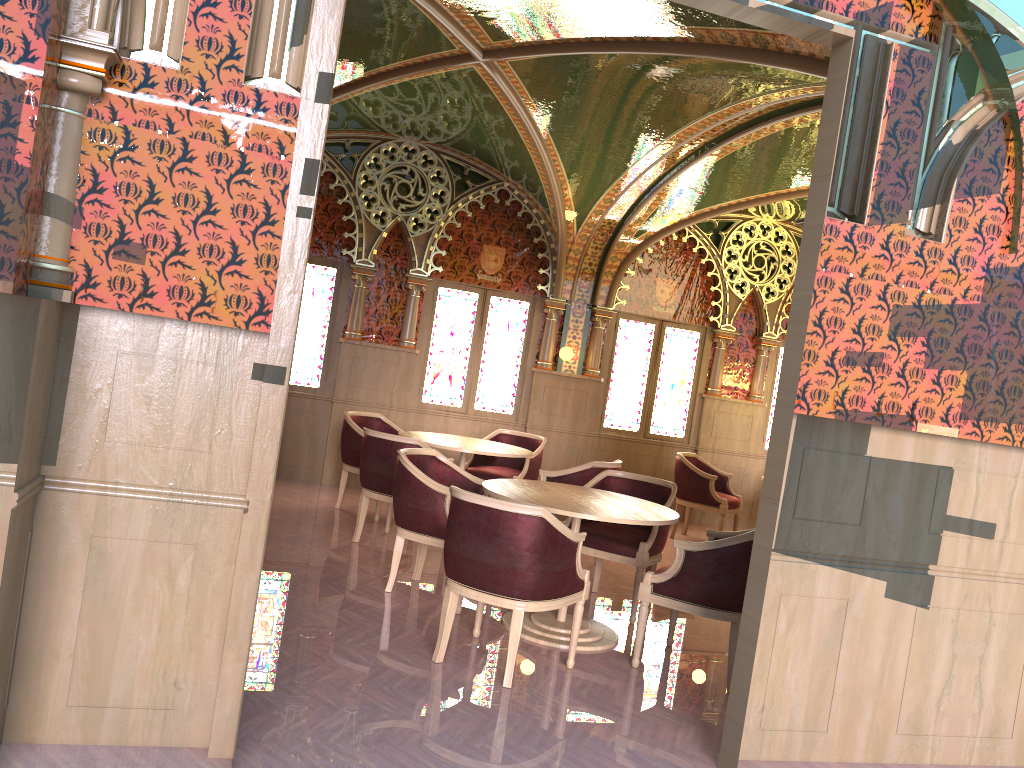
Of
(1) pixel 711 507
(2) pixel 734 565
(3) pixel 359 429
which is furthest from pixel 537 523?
(1) pixel 711 507

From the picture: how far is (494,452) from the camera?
7.0 meters

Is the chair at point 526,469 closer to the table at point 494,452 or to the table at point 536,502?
the table at point 494,452

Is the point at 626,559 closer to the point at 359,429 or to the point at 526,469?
the point at 526,469

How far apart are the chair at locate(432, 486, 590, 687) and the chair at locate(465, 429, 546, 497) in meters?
3.2 m

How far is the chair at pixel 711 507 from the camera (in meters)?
8.66

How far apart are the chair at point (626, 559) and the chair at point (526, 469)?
1.8 meters

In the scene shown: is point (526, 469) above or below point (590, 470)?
below

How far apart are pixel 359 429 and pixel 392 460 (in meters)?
1.34

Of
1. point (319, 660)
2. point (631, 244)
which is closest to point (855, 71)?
point (319, 660)
